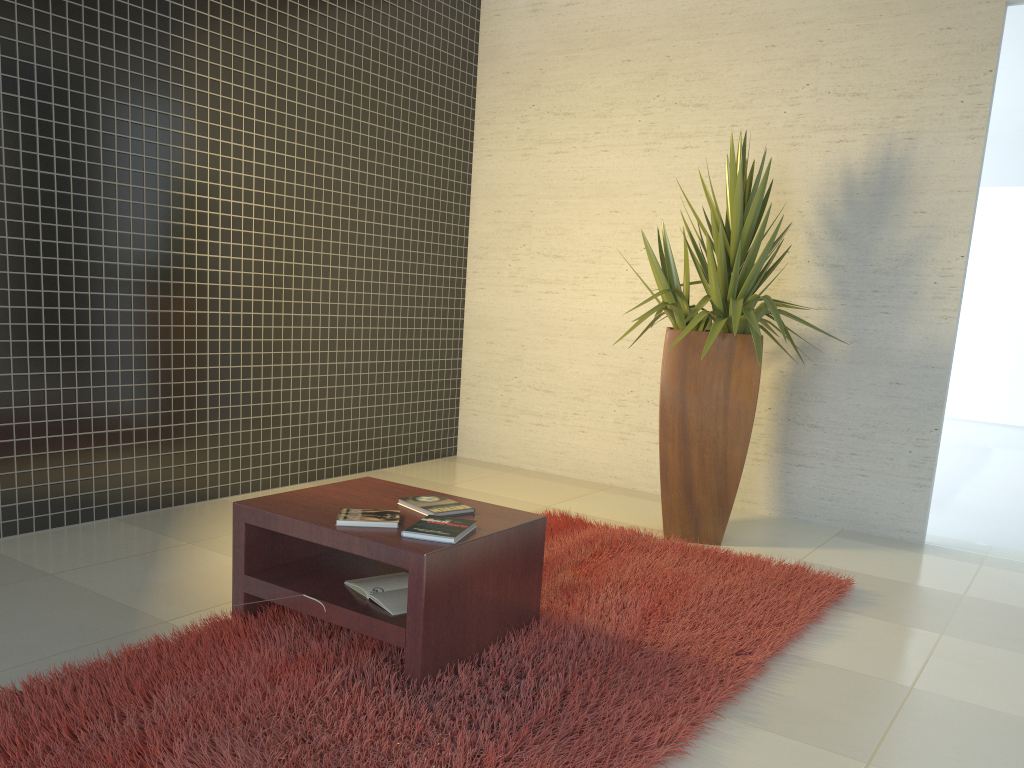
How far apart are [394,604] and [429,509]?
0.4 meters

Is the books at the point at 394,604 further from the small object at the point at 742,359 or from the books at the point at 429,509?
the small object at the point at 742,359

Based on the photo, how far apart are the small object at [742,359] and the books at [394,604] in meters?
1.9

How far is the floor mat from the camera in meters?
2.2

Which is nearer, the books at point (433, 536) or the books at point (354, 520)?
the books at point (433, 536)

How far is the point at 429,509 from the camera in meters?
2.9 m

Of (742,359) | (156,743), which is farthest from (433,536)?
(742,359)

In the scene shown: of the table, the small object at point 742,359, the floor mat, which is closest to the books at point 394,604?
the table

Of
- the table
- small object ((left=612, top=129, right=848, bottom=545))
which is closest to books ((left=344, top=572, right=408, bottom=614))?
the table

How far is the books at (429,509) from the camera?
2.9 meters
